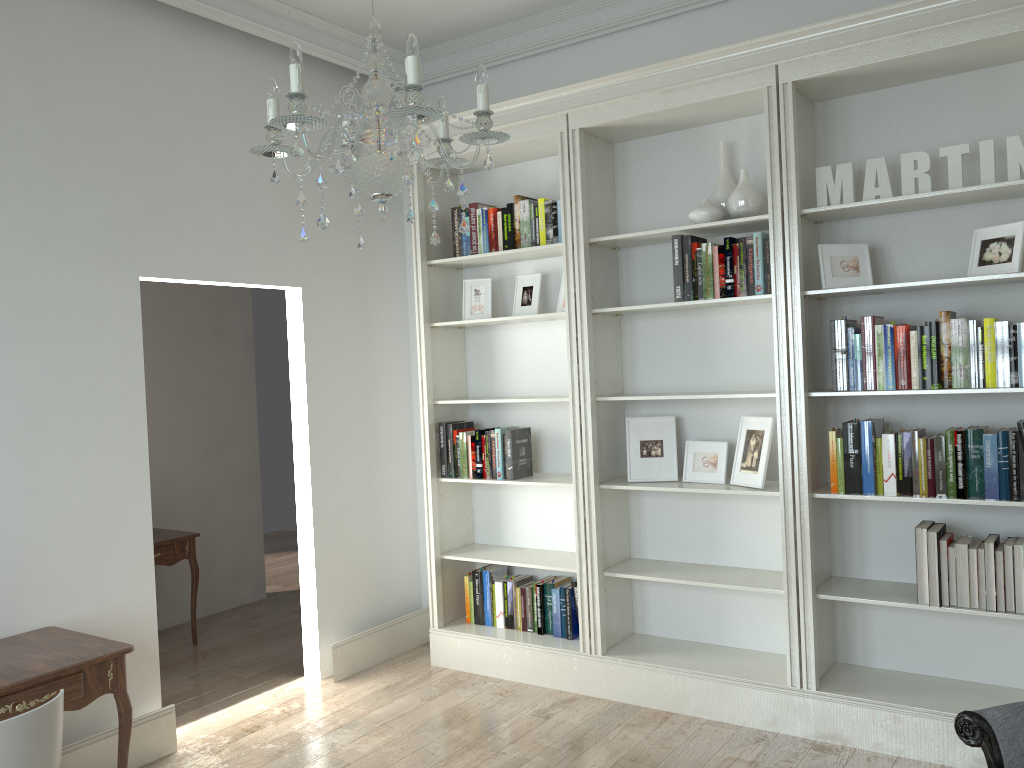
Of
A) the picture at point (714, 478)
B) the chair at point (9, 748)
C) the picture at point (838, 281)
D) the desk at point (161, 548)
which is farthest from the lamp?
the desk at point (161, 548)

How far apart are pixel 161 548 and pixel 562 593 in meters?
2.3

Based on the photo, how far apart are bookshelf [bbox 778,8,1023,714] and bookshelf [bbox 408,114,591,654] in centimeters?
100cm

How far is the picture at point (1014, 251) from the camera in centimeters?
317cm

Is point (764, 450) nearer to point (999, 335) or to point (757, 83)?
point (999, 335)

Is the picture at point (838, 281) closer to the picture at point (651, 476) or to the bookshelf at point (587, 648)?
the picture at point (651, 476)

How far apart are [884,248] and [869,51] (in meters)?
0.80

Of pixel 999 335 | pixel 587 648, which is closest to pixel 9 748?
pixel 587 648

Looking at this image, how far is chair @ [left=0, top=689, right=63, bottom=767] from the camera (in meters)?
2.25

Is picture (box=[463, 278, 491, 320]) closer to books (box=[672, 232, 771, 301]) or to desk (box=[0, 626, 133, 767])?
books (box=[672, 232, 771, 301])
